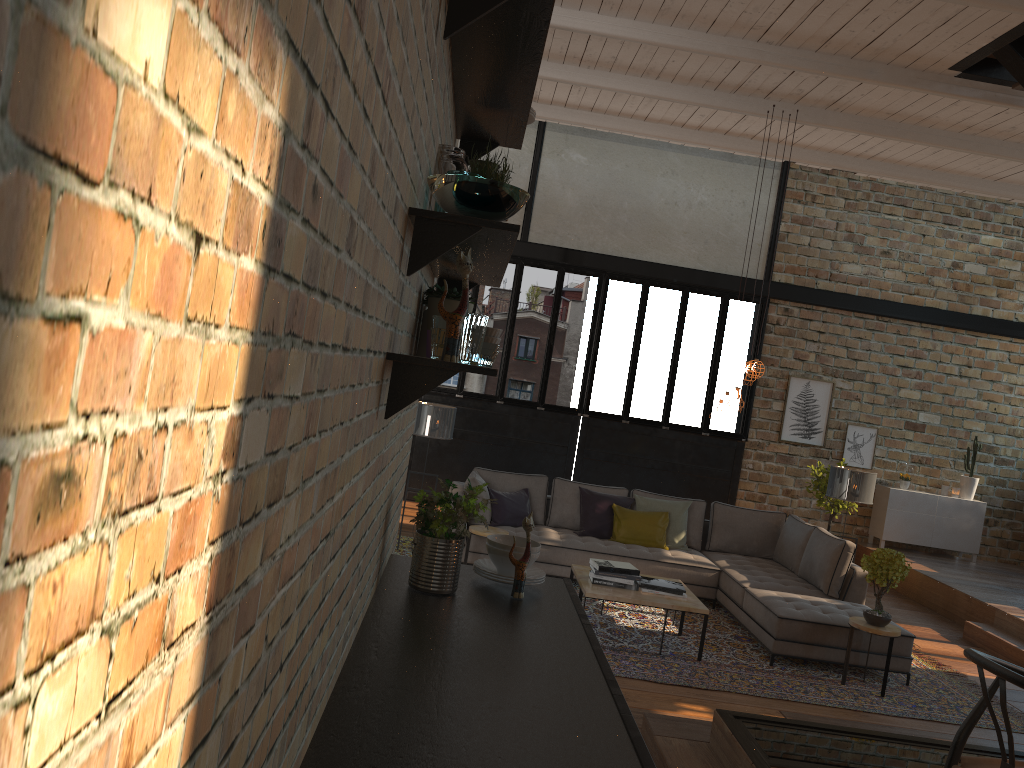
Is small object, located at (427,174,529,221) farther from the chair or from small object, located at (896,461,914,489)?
small object, located at (896,461,914,489)

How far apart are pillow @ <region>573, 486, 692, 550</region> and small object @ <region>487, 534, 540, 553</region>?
5.49m

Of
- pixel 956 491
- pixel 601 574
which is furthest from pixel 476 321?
pixel 956 491

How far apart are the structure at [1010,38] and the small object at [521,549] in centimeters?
475cm

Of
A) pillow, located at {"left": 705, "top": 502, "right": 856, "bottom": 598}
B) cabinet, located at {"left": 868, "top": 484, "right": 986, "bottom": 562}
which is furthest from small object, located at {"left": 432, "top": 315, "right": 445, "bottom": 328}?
cabinet, located at {"left": 868, "top": 484, "right": 986, "bottom": 562}

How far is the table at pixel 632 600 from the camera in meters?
6.3 m

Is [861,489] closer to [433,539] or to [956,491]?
[956,491]

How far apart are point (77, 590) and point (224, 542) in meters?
0.3 m

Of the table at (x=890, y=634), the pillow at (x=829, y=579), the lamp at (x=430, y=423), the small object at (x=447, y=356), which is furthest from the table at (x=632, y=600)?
the small object at (x=447, y=356)

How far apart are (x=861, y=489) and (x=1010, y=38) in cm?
424
